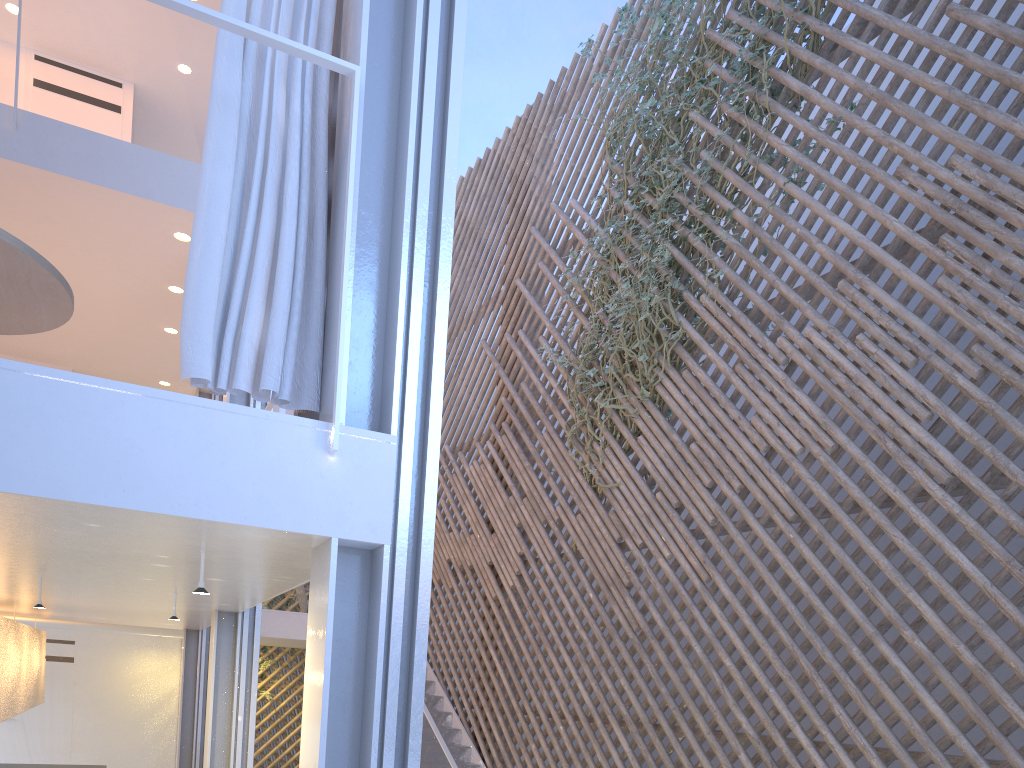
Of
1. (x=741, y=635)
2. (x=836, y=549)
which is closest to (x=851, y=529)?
(x=836, y=549)

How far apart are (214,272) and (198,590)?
0.5 meters

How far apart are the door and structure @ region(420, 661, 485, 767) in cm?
286

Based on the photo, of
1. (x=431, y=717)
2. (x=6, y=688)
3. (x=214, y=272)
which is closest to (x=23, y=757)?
(x=6, y=688)

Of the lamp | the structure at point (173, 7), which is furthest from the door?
the structure at point (173, 7)

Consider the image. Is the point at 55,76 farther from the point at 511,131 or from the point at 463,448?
the point at 463,448

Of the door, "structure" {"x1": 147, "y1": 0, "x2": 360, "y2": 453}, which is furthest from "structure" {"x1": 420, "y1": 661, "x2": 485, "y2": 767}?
the door

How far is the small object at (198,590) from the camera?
1.4 meters

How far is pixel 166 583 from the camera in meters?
2.1 m

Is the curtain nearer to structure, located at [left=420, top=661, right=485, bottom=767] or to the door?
structure, located at [left=420, top=661, right=485, bottom=767]
